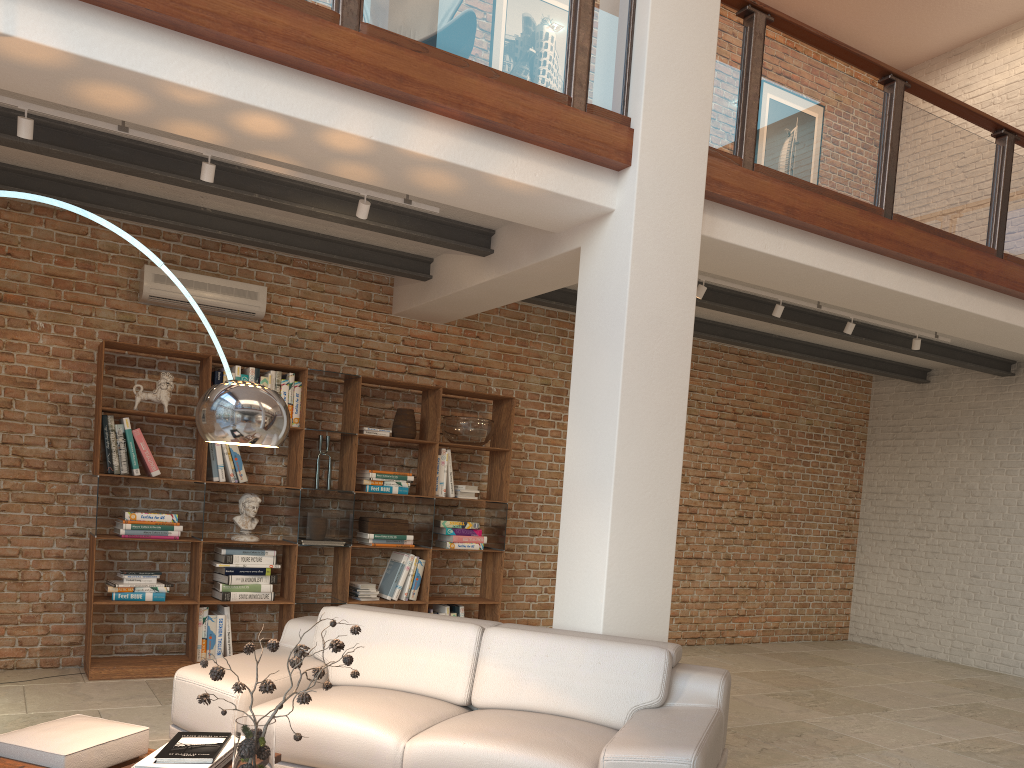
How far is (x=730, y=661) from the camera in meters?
7.8

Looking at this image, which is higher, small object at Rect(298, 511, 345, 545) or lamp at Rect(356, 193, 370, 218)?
lamp at Rect(356, 193, 370, 218)

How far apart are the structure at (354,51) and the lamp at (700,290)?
0.78m

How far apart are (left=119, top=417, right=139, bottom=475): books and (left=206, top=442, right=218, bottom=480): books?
0.5 meters

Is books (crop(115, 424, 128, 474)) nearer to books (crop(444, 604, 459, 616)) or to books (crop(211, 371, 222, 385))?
books (crop(211, 371, 222, 385))

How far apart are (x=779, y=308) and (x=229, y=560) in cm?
420

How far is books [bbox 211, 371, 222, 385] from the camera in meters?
6.0 m

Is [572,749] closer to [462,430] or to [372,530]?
[372,530]

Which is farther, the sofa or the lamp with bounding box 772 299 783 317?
the lamp with bounding box 772 299 783 317

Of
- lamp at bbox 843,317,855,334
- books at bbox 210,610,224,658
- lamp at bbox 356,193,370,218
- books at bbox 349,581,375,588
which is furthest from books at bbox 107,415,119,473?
lamp at bbox 843,317,855,334
